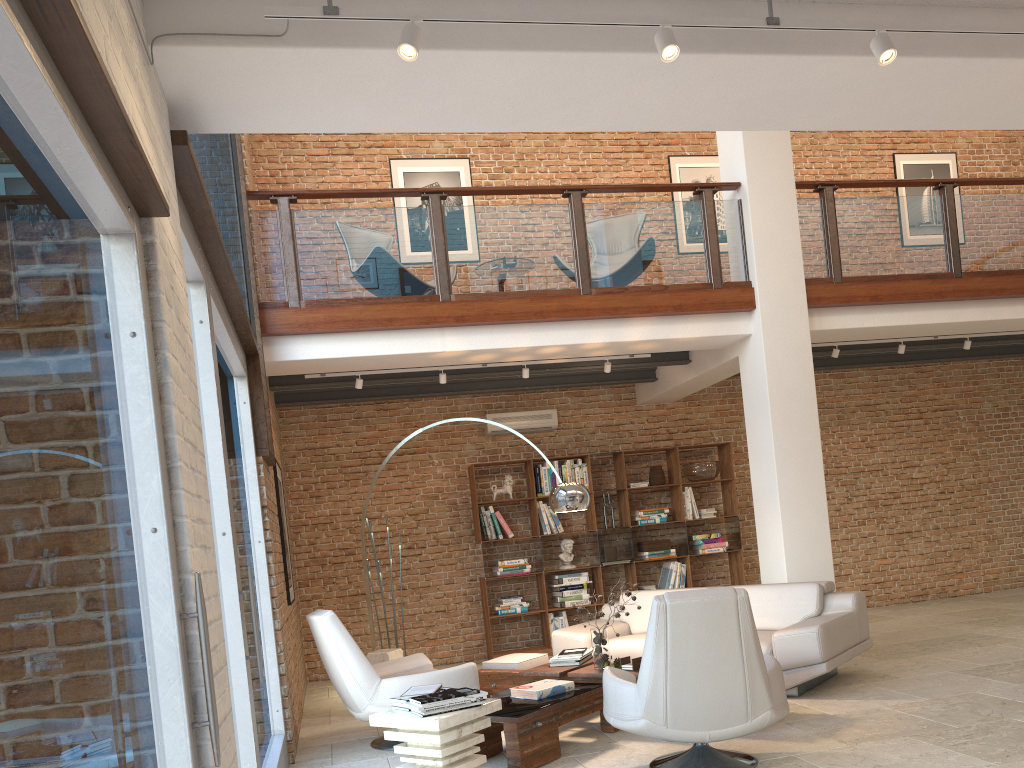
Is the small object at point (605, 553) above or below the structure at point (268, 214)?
below

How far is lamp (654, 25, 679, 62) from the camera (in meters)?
2.81

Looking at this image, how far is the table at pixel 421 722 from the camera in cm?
410

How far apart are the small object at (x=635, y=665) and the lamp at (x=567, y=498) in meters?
1.2

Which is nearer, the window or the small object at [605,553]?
the window

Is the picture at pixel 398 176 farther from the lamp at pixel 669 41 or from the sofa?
the lamp at pixel 669 41

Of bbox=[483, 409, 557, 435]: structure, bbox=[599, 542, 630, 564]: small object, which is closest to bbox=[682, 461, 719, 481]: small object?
→ bbox=[599, 542, 630, 564]: small object

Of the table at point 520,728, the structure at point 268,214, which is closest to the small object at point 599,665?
the table at point 520,728

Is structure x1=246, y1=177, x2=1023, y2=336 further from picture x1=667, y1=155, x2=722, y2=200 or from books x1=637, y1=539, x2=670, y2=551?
books x1=637, y1=539, x2=670, y2=551

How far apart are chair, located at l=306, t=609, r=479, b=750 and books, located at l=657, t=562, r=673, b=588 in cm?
414
